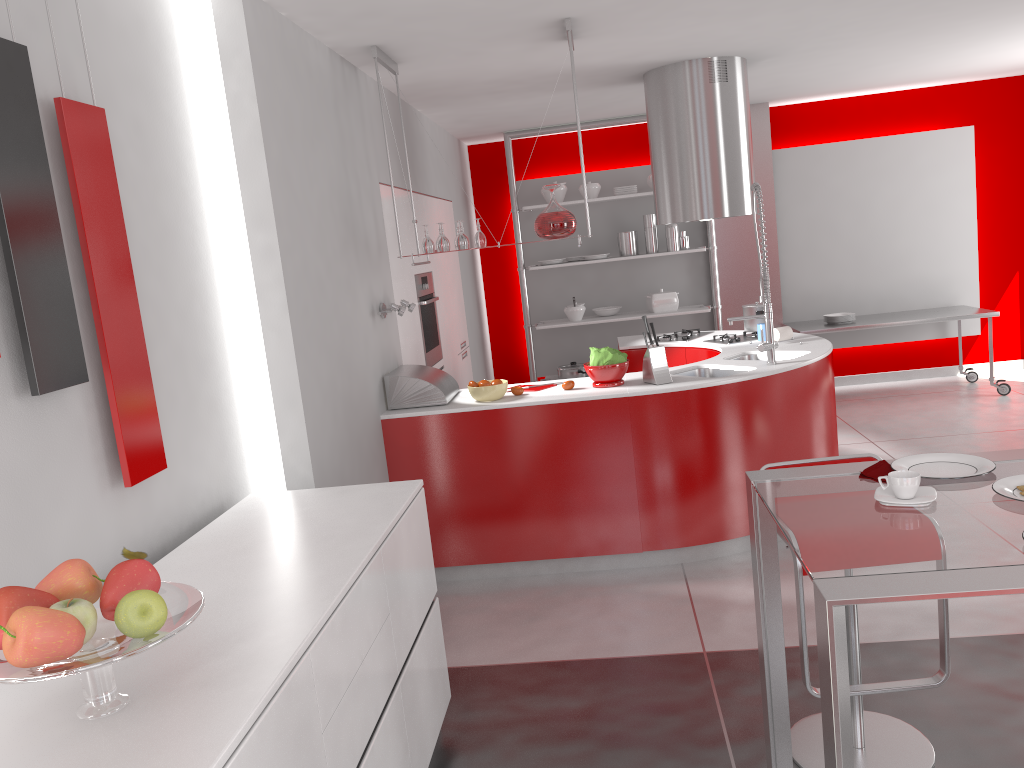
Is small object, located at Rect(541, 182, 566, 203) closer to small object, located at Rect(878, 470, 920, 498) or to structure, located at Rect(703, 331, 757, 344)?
structure, located at Rect(703, 331, 757, 344)

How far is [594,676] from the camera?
3.32m

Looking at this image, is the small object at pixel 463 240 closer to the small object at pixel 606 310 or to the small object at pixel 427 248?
the small object at pixel 427 248

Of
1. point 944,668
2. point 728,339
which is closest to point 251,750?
point 944,668

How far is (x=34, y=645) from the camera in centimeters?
140cm

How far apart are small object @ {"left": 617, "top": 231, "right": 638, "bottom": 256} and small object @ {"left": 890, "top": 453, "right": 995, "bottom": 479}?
5.6m

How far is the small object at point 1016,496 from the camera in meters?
1.8 m

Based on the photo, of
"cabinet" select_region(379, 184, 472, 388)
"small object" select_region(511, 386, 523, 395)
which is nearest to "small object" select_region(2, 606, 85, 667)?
"small object" select_region(511, 386, 523, 395)

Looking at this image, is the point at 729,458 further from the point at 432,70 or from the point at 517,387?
the point at 432,70

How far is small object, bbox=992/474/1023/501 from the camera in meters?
1.8
